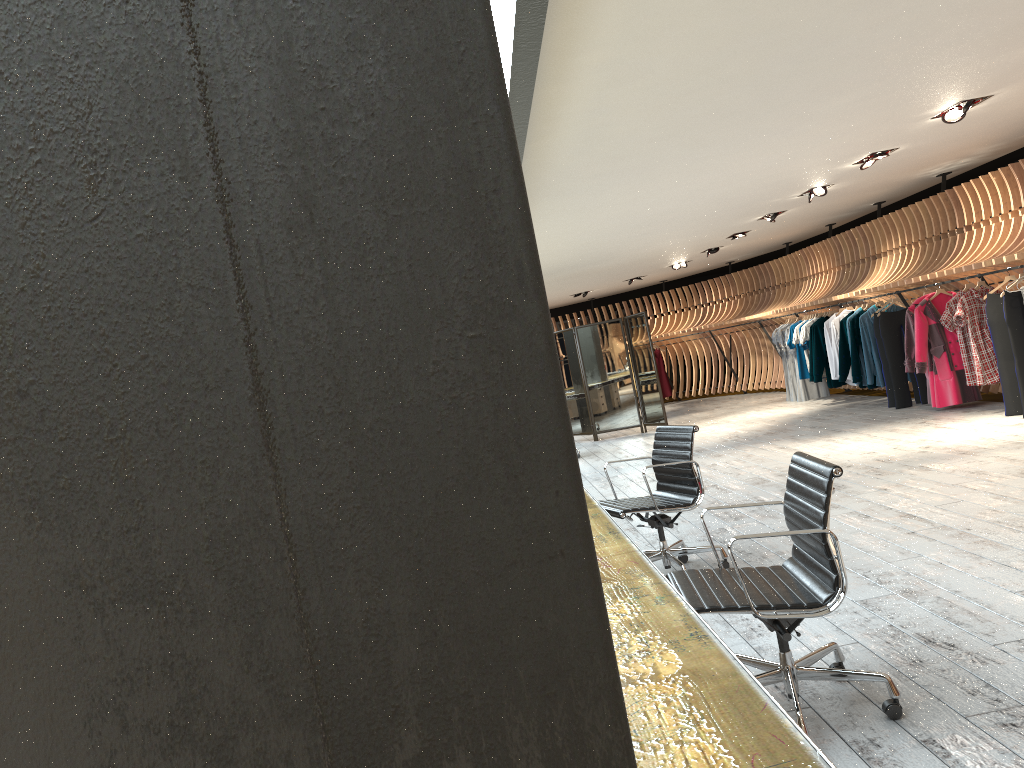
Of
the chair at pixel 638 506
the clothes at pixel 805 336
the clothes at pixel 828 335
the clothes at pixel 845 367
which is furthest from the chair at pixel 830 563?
the clothes at pixel 805 336

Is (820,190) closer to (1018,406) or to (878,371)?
(878,371)

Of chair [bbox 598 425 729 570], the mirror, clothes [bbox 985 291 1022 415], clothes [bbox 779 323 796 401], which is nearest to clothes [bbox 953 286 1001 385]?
clothes [bbox 985 291 1022 415]

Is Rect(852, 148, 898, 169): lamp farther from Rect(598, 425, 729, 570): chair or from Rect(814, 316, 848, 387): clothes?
Rect(598, 425, 729, 570): chair

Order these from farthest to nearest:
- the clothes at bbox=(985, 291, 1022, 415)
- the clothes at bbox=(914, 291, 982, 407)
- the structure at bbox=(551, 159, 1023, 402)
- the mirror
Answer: the mirror, the clothes at bbox=(914, 291, 982, 407), the structure at bbox=(551, 159, 1023, 402), the clothes at bbox=(985, 291, 1022, 415)

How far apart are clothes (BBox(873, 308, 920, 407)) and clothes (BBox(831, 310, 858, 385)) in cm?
115

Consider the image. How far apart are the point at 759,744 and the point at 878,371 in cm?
1114

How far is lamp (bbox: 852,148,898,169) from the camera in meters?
8.6 m

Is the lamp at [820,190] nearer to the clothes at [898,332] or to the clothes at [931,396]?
the clothes at [931,396]

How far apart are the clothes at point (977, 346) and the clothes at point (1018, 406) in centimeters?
26cm
